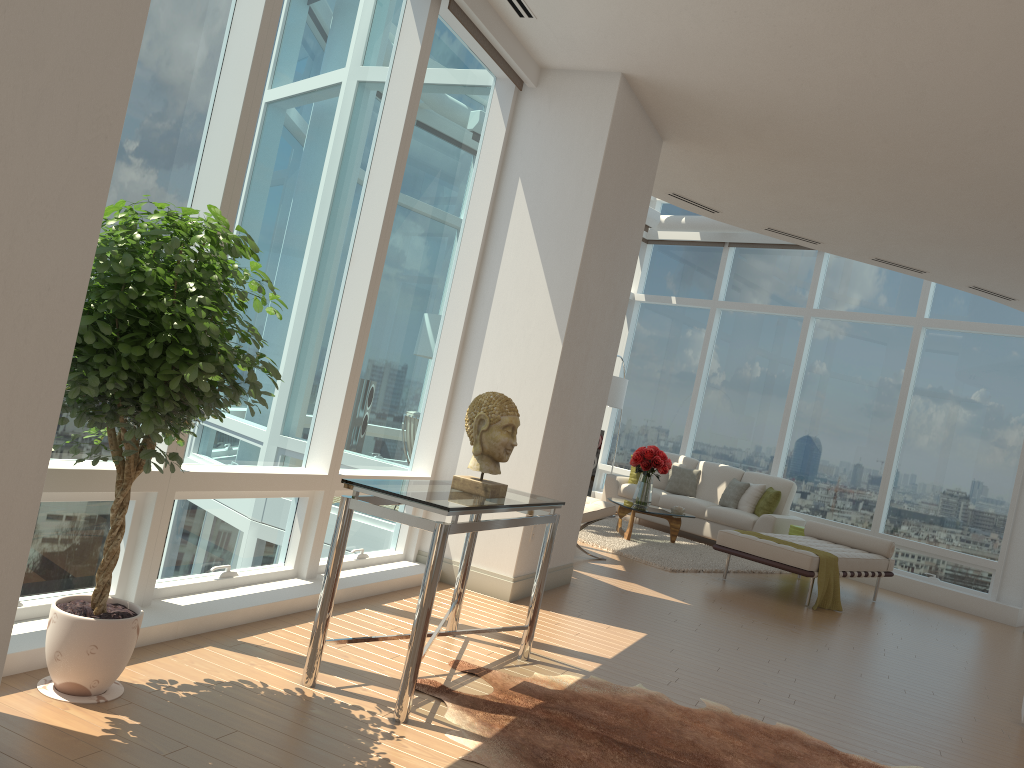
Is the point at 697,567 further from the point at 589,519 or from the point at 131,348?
the point at 131,348

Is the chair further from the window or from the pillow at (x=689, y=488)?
the pillow at (x=689, y=488)

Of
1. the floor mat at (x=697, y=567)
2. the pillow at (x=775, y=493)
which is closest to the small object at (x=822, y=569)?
the floor mat at (x=697, y=567)

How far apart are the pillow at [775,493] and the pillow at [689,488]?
1.10m

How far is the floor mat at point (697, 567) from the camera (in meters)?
8.79

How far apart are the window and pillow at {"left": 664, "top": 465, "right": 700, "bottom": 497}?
0.8 meters

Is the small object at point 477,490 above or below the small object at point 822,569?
above

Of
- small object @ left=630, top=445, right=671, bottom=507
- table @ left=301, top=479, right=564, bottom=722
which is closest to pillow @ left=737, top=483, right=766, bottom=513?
small object @ left=630, top=445, right=671, bottom=507

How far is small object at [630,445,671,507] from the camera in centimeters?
1001cm

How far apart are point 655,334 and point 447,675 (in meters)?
10.63
